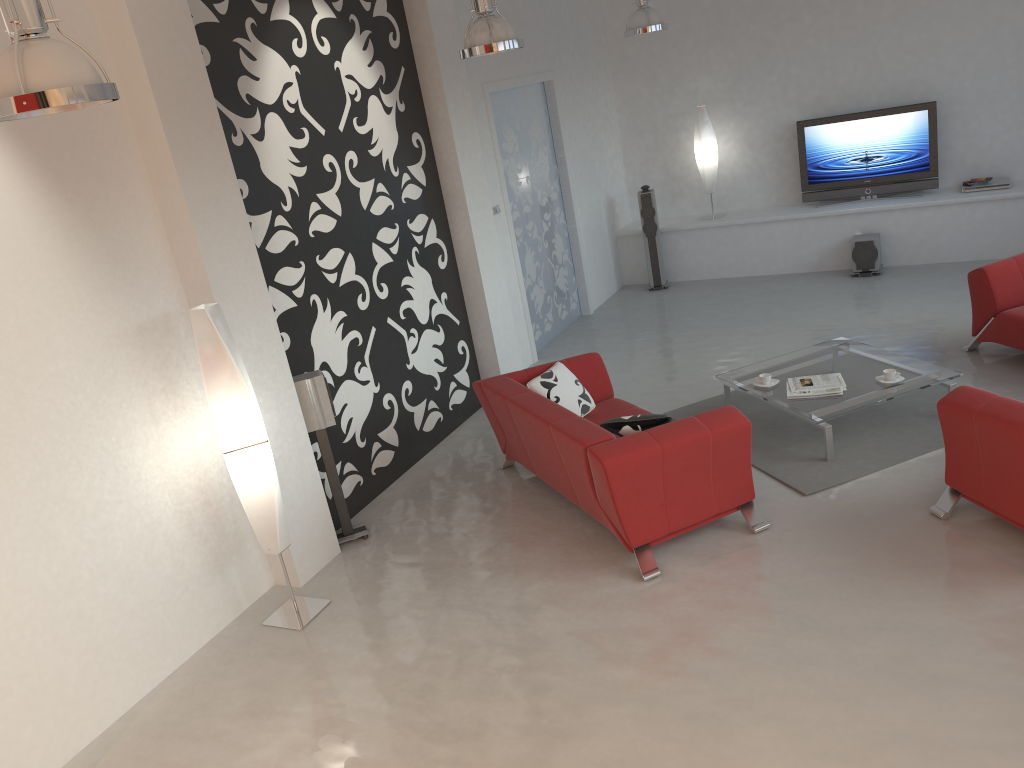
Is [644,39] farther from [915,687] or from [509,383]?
[915,687]

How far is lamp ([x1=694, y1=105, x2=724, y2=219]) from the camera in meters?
9.8 m

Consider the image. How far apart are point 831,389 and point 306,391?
3.3m

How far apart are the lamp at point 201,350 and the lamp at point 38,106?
1.55m

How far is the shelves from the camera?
8.7 meters

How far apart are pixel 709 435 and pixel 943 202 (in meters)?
5.71

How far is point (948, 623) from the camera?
3.85m

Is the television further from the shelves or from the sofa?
the sofa

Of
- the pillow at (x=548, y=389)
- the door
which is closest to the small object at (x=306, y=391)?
the pillow at (x=548, y=389)

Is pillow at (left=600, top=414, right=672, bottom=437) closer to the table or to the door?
the table
